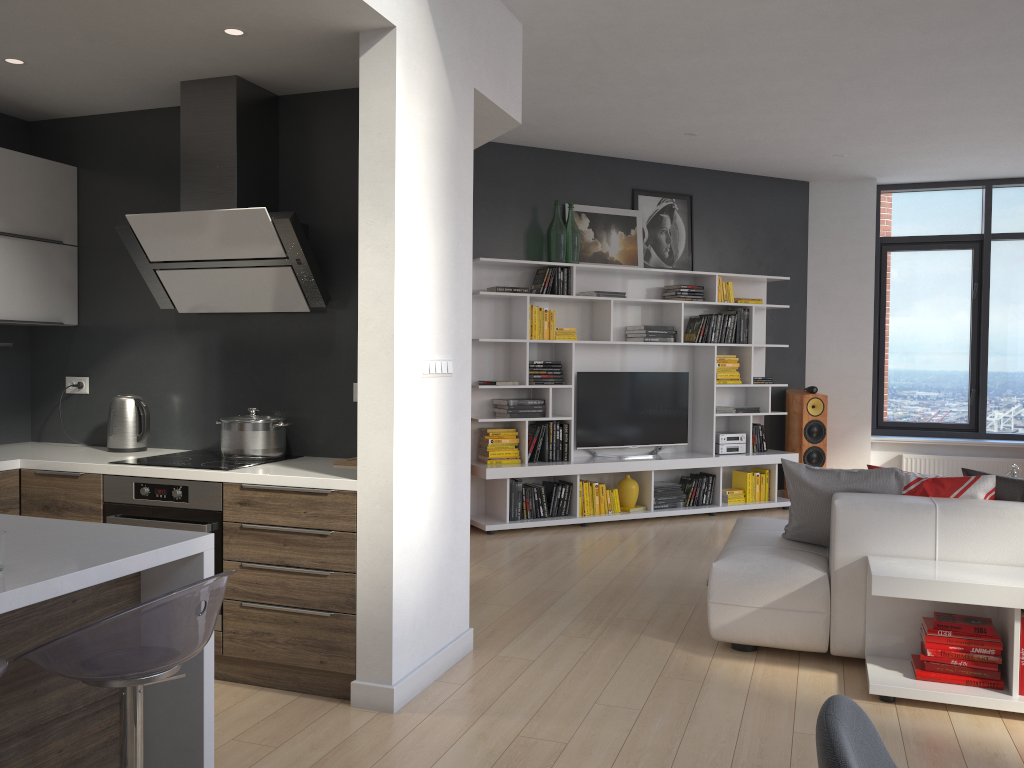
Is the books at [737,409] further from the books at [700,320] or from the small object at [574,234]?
the small object at [574,234]

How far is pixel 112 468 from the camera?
3.7m

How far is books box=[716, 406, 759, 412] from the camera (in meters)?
7.69

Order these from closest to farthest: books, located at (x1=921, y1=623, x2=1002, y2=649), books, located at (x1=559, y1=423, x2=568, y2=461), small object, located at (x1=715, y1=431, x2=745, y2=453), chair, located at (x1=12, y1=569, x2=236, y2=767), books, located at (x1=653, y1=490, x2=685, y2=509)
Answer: chair, located at (x1=12, y1=569, x2=236, y2=767) < books, located at (x1=921, y1=623, x2=1002, y2=649) < books, located at (x1=559, y1=423, x2=568, y2=461) < books, located at (x1=653, y1=490, x2=685, y2=509) < small object, located at (x1=715, y1=431, x2=745, y2=453)

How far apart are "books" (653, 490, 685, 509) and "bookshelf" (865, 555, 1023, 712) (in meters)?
3.54

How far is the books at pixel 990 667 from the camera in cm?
335

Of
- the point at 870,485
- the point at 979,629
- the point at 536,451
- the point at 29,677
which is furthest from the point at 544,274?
the point at 29,677

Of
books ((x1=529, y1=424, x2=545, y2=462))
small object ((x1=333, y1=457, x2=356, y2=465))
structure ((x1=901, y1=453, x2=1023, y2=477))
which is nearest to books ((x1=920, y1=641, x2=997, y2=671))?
small object ((x1=333, y1=457, x2=356, y2=465))

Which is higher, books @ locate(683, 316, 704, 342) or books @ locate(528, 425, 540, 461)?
books @ locate(683, 316, 704, 342)

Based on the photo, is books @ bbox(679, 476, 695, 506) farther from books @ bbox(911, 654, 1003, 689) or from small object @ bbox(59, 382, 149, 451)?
small object @ bbox(59, 382, 149, 451)
